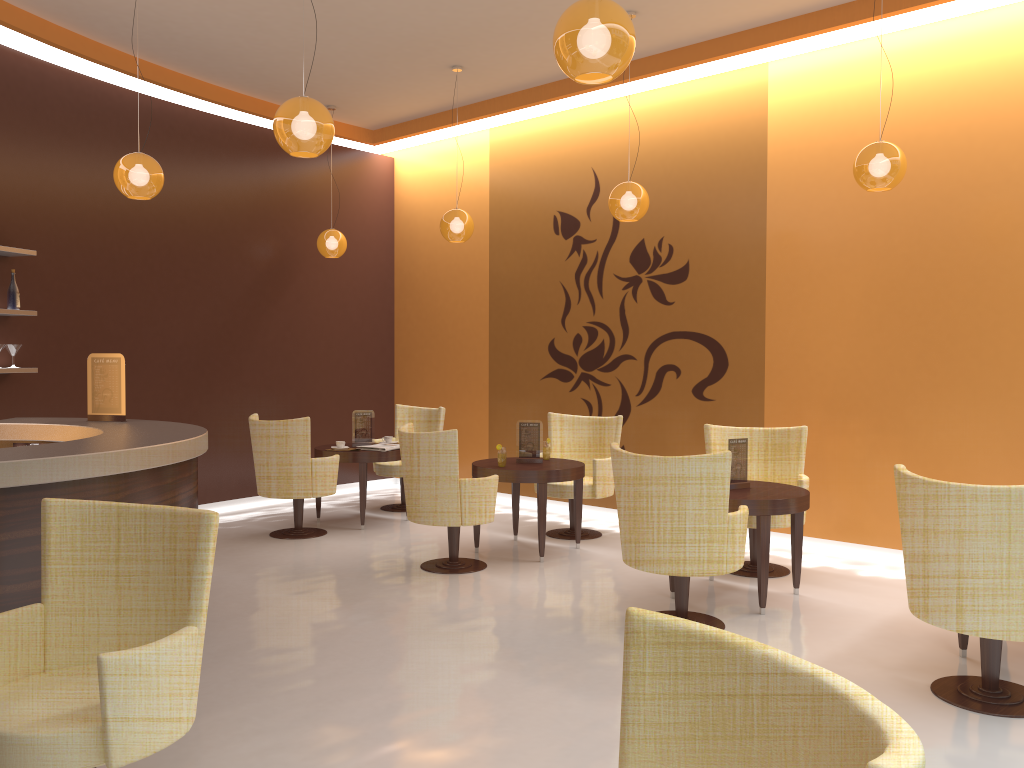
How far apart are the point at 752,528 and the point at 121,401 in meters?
4.3

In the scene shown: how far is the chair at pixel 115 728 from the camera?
2.4m

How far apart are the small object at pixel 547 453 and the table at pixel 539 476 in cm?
10

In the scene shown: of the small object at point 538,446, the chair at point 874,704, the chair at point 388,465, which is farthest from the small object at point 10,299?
the chair at point 874,704

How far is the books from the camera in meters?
7.7

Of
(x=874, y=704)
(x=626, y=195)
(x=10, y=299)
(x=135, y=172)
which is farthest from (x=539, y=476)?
(x=874, y=704)

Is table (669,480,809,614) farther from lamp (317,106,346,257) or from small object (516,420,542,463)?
lamp (317,106,346,257)

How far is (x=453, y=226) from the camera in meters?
7.5 m

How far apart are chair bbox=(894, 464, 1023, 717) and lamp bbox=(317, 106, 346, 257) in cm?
617

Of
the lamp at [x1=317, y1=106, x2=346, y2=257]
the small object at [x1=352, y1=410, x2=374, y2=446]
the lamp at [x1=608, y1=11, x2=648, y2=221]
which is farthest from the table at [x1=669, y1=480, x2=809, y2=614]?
the lamp at [x1=317, y1=106, x2=346, y2=257]
